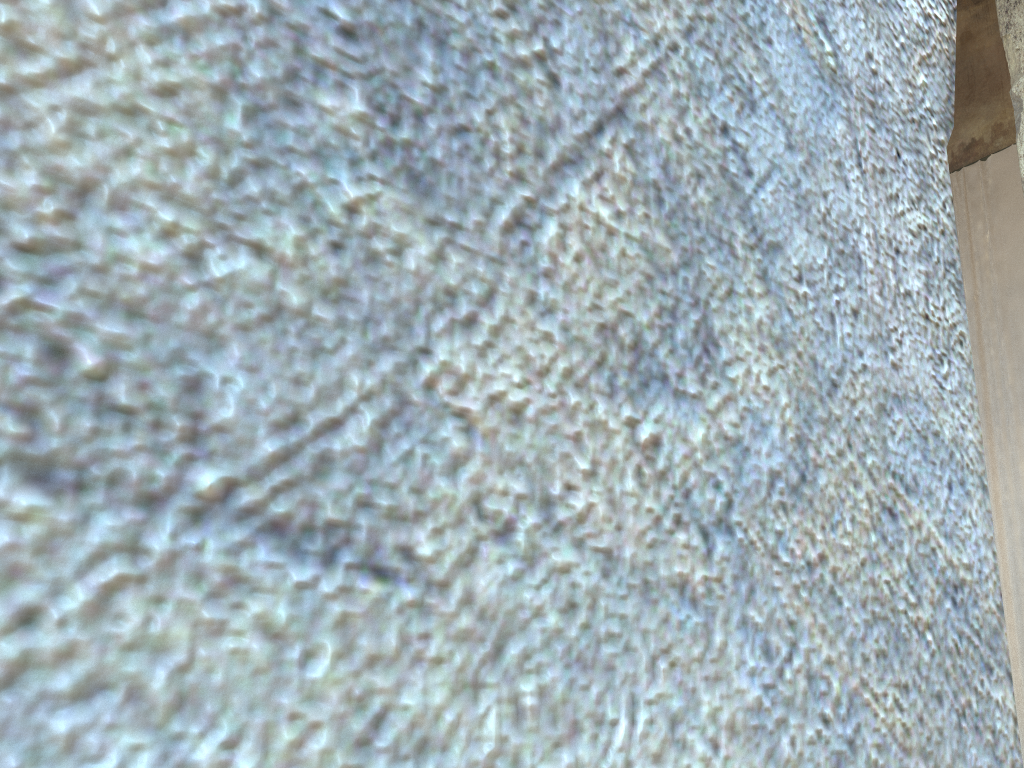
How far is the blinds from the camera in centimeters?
1084cm

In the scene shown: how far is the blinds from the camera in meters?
10.8 m
